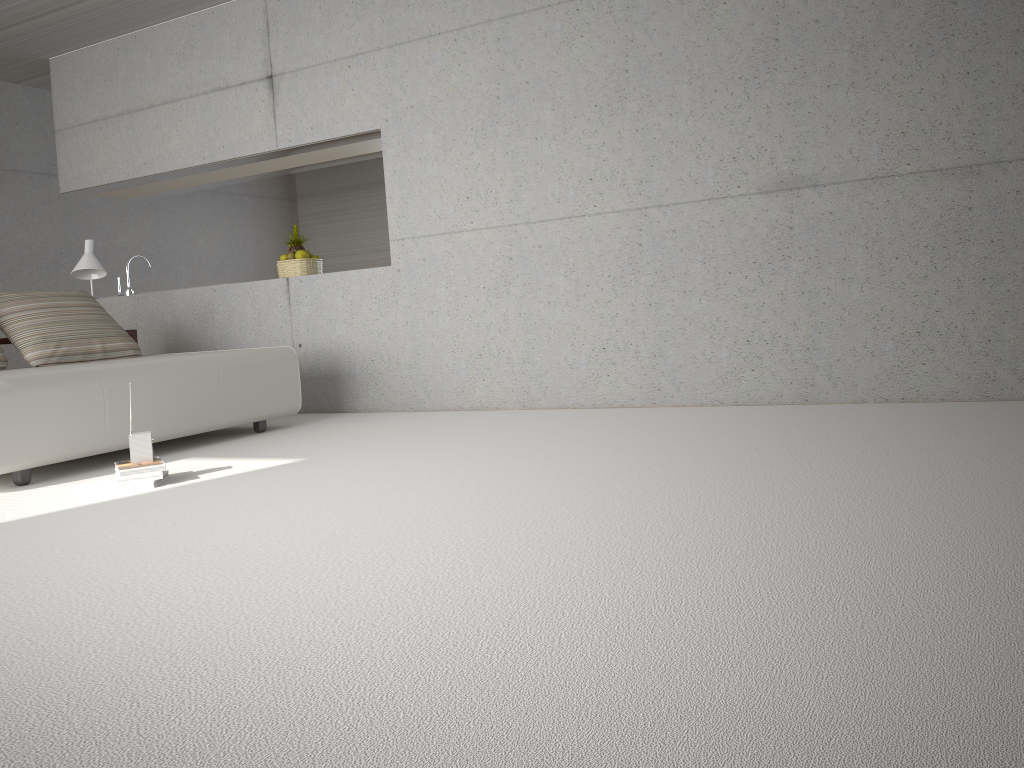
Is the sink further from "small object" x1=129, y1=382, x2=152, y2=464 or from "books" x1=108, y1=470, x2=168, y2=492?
"books" x1=108, y1=470, x2=168, y2=492

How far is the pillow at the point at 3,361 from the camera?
5.32m

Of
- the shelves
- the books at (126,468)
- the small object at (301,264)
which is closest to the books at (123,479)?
the books at (126,468)

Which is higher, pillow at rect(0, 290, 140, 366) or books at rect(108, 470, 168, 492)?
pillow at rect(0, 290, 140, 366)

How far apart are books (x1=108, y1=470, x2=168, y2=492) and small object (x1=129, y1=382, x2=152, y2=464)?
0.11m

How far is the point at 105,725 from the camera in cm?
153

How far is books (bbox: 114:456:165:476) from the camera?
3.8m

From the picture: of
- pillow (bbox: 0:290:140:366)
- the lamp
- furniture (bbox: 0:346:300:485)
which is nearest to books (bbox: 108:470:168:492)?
furniture (bbox: 0:346:300:485)

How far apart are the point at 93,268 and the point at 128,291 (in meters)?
1.09

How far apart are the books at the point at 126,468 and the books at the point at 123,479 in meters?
0.0 m
